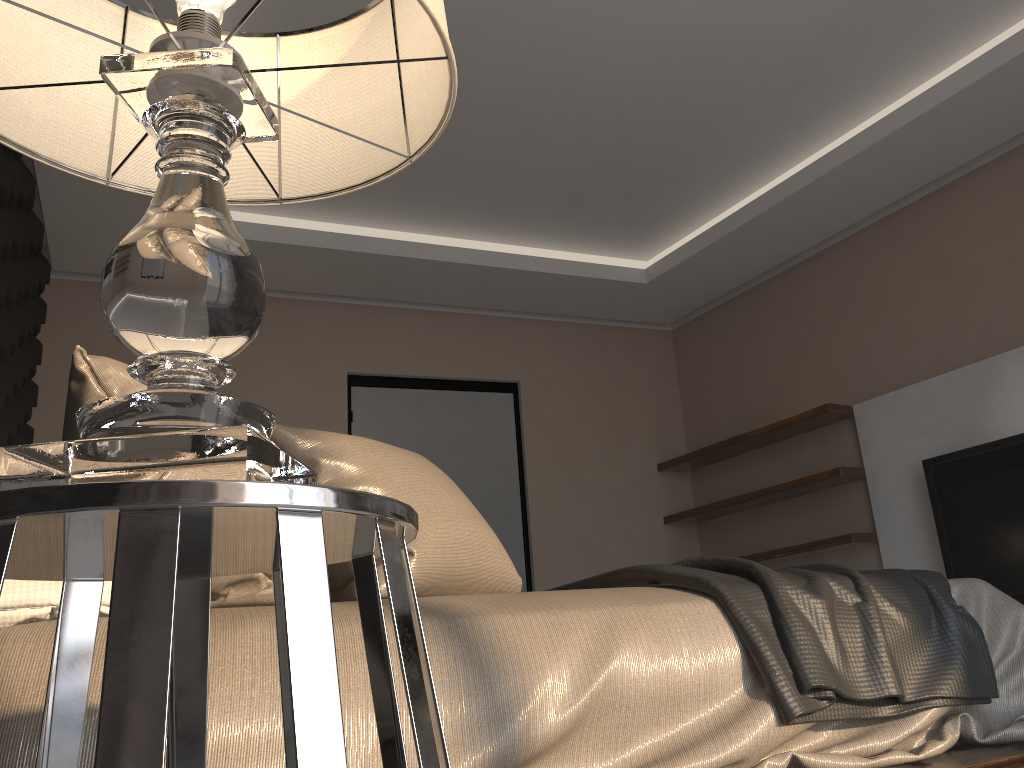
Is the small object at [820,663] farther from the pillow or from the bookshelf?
the bookshelf

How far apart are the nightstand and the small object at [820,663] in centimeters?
77cm

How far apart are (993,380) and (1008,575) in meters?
0.8

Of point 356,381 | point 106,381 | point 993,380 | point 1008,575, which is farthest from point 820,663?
point 356,381

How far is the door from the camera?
4.9m

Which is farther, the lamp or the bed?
the bed

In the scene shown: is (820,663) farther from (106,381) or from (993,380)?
(993,380)

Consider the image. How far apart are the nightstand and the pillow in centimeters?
64cm

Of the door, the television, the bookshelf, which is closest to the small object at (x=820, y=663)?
the television

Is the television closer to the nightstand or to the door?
the door
